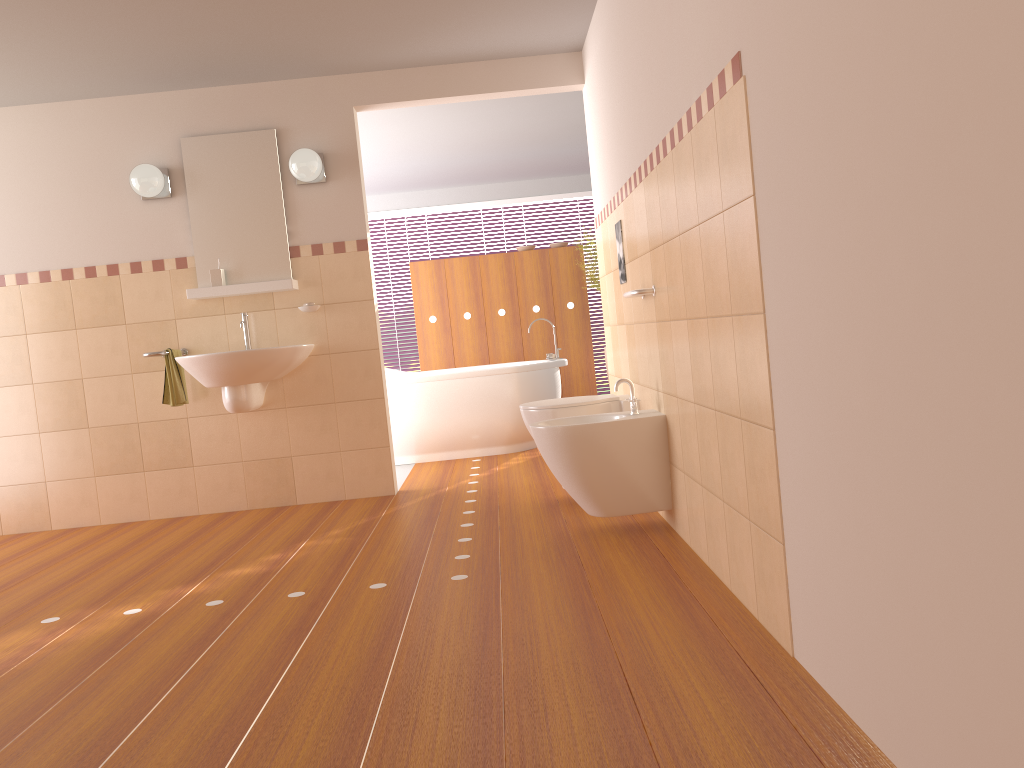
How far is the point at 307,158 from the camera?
4.5m

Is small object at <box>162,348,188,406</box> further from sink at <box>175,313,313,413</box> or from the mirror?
the mirror

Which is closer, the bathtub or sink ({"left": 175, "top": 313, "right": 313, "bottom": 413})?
sink ({"left": 175, "top": 313, "right": 313, "bottom": 413})

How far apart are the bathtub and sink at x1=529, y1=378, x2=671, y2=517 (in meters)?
2.36

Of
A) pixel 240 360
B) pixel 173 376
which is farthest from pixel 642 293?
pixel 173 376

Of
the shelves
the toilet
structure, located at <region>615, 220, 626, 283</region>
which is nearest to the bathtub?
the shelves

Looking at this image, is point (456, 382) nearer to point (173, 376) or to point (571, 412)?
point (173, 376)

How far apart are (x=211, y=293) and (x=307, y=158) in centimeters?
86cm

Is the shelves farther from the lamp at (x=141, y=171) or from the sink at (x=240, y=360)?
the lamp at (x=141, y=171)

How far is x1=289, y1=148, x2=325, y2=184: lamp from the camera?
4.54m
